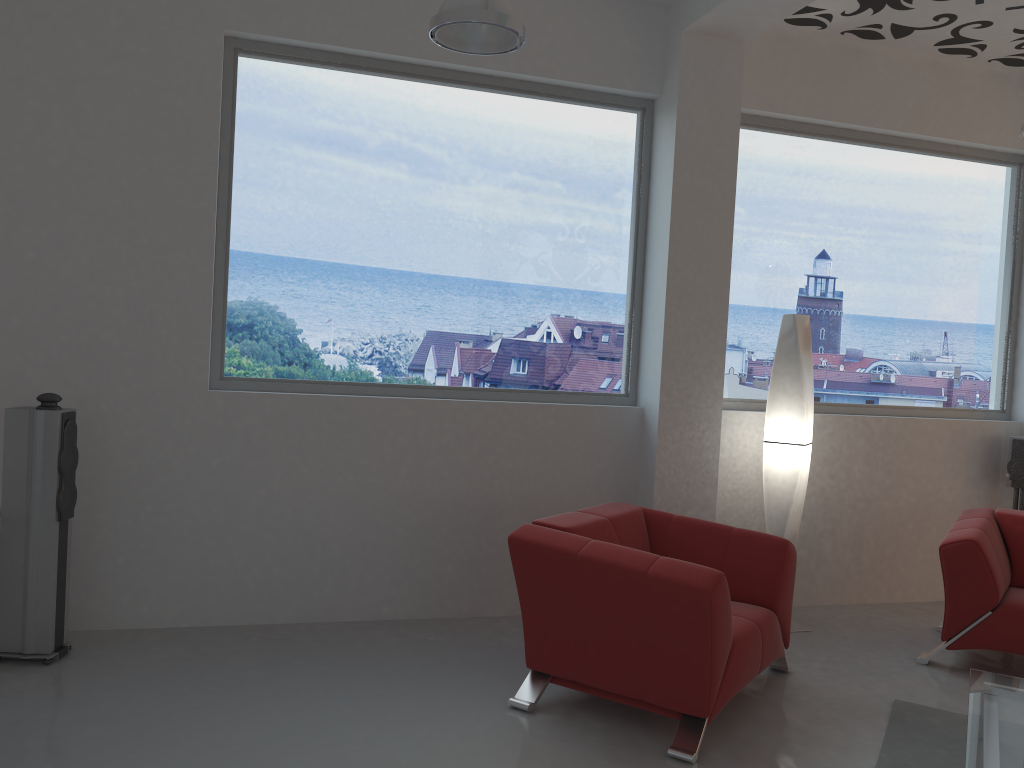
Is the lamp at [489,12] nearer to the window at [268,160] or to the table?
the window at [268,160]

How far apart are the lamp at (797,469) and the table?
1.50m

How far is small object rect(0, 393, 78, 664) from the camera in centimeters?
384cm

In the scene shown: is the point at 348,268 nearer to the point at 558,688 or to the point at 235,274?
the point at 235,274

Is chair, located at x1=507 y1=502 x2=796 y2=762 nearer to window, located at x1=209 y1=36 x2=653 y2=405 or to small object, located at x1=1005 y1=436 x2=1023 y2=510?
window, located at x1=209 y1=36 x2=653 y2=405

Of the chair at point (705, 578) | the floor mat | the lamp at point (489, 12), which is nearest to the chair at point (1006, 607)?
the floor mat

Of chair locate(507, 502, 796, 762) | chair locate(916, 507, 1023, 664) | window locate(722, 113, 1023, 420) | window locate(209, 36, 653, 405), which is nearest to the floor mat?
chair locate(507, 502, 796, 762)

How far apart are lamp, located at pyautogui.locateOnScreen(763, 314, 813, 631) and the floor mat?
1.1 meters

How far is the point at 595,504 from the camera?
5.1 meters

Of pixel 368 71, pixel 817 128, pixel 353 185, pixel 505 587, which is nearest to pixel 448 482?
pixel 505 587
